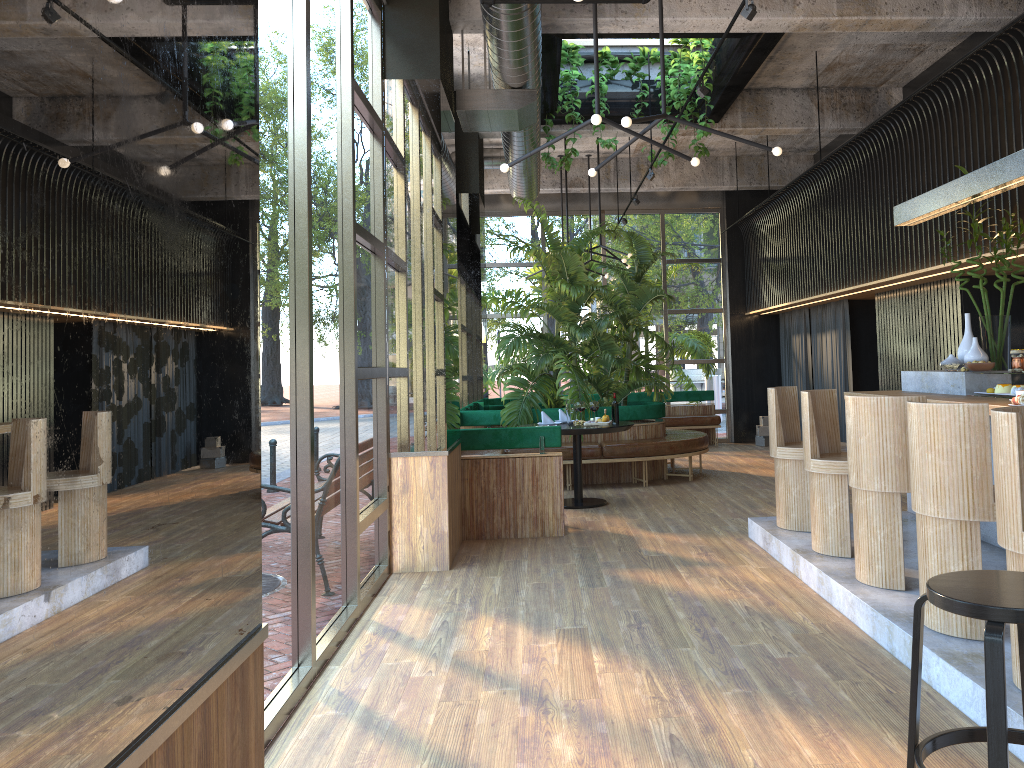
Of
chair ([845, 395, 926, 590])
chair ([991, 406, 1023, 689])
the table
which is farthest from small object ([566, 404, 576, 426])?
chair ([991, 406, 1023, 689])

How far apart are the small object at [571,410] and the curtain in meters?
4.3

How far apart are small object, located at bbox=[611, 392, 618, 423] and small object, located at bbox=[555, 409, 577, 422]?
0.5m

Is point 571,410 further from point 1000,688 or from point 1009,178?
point 1000,688

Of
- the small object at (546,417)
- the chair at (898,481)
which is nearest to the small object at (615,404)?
the small object at (546,417)

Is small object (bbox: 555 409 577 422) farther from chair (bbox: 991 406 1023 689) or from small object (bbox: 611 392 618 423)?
chair (bbox: 991 406 1023 689)

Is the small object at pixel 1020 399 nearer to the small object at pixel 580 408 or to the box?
the small object at pixel 580 408

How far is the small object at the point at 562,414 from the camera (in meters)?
8.81

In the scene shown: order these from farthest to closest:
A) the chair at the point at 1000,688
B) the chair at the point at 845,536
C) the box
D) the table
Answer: the box → the table → the chair at the point at 845,536 → the chair at the point at 1000,688

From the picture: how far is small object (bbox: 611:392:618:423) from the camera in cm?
208
